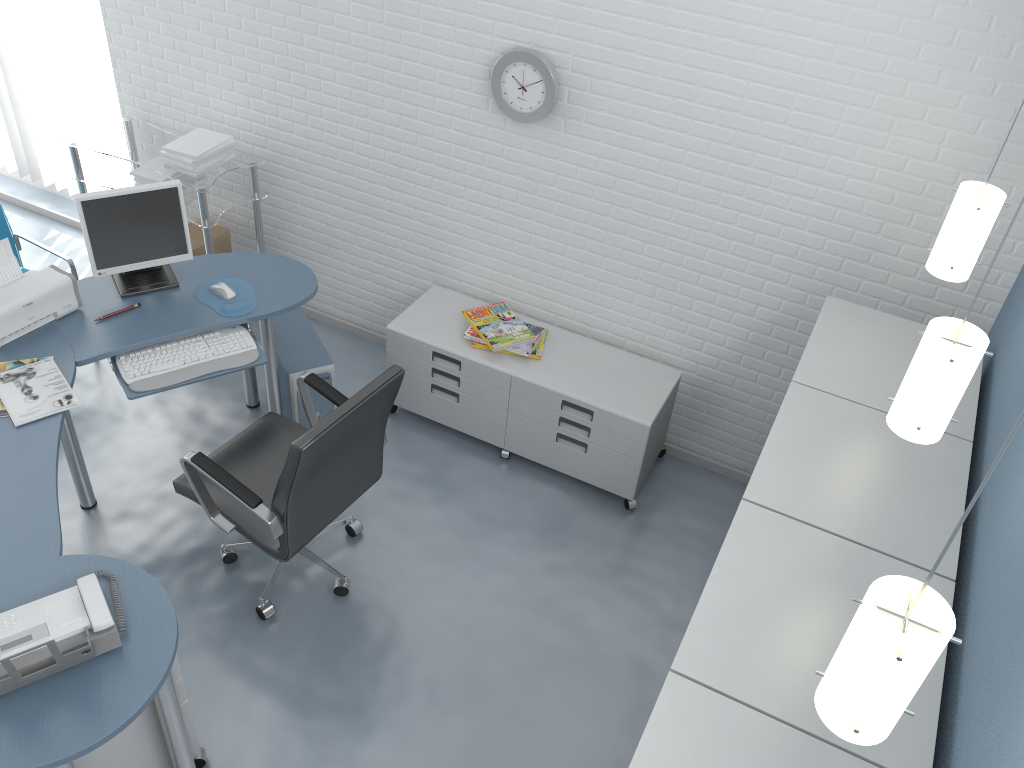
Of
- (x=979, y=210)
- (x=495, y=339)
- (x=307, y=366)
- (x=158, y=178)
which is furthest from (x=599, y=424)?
(x=158, y=178)

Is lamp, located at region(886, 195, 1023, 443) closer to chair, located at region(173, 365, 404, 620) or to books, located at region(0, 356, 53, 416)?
chair, located at region(173, 365, 404, 620)

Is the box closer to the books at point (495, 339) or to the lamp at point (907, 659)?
the books at point (495, 339)

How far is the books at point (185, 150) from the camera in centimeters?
400cm

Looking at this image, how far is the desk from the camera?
2.1m

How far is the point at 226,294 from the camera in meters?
3.4 m

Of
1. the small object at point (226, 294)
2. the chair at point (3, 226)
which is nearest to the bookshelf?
the small object at point (226, 294)

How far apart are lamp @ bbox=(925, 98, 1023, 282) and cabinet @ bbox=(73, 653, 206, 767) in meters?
2.4 m

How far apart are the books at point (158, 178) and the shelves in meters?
0.1

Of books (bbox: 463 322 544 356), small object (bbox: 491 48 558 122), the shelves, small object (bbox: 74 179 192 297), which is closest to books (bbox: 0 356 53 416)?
small object (bbox: 74 179 192 297)
